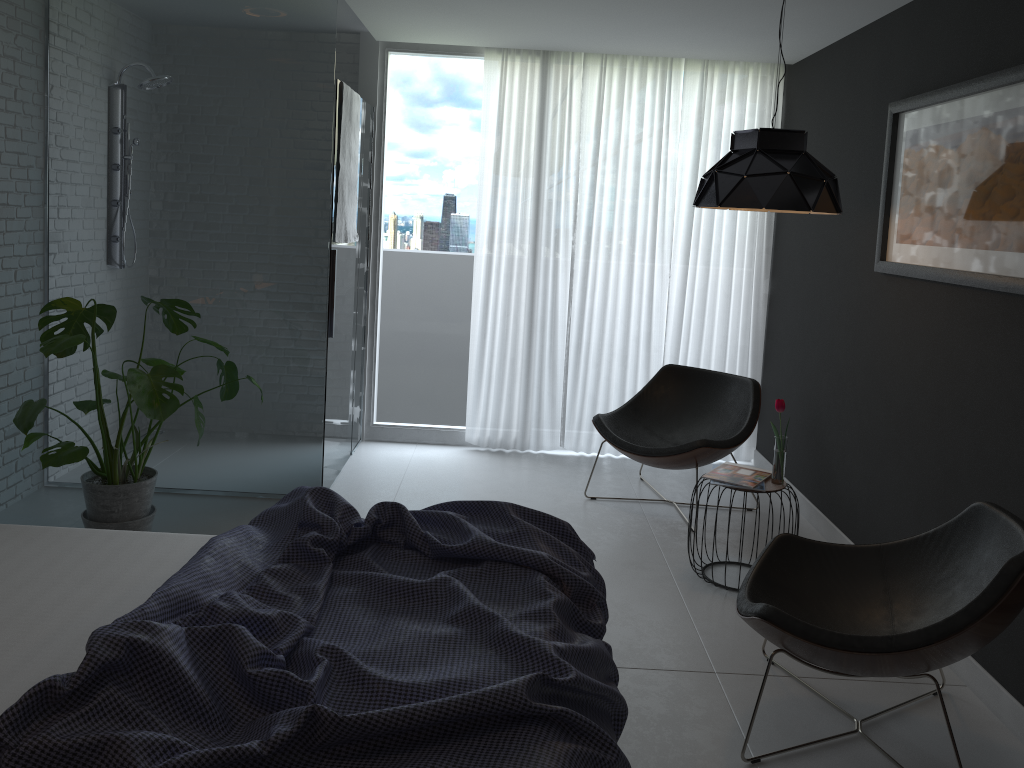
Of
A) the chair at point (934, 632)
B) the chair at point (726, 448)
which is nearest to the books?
the chair at point (726, 448)

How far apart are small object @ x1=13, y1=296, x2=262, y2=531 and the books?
2.1m

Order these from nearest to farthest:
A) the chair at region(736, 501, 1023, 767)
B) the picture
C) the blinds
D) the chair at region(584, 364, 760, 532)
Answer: the chair at region(736, 501, 1023, 767)
the picture
the chair at region(584, 364, 760, 532)
the blinds

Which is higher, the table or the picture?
the picture

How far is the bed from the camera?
1.6 meters

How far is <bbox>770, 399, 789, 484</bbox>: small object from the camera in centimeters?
369cm

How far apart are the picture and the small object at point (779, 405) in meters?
0.7 m

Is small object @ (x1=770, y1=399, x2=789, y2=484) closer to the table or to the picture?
the table

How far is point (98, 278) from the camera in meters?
4.3 m

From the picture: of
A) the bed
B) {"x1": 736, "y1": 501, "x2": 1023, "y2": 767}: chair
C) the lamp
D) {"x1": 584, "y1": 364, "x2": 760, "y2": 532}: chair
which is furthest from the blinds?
the bed
